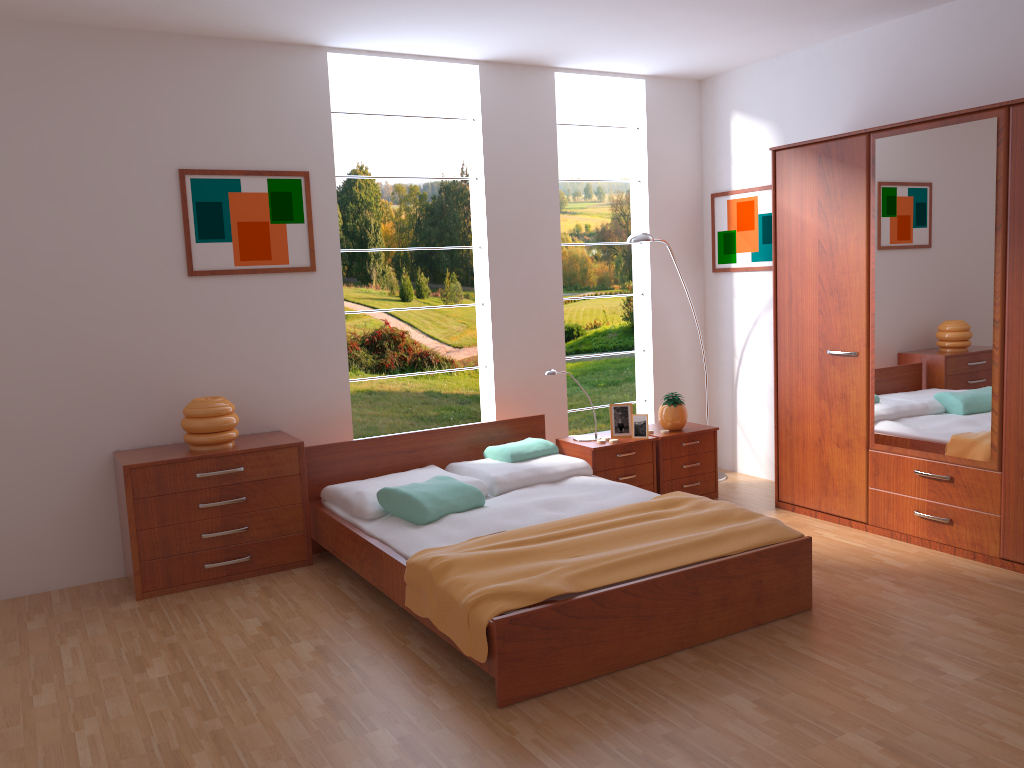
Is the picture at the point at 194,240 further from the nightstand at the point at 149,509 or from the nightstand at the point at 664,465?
the nightstand at the point at 664,465

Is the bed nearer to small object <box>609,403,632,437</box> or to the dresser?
small object <box>609,403,632,437</box>

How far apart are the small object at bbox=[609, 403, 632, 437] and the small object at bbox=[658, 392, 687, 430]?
0.2 meters

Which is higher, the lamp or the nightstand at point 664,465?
the lamp

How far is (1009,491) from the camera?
3.8 meters

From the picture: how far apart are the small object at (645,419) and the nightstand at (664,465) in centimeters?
9cm

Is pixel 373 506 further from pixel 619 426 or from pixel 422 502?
pixel 619 426

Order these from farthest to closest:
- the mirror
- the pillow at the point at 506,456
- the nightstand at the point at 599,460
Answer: the nightstand at the point at 599,460
the pillow at the point at 506,456
the mirror

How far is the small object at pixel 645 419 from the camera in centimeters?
499cm

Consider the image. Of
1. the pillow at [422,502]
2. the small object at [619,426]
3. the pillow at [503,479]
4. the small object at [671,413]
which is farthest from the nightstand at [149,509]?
the small object at [671,413]
